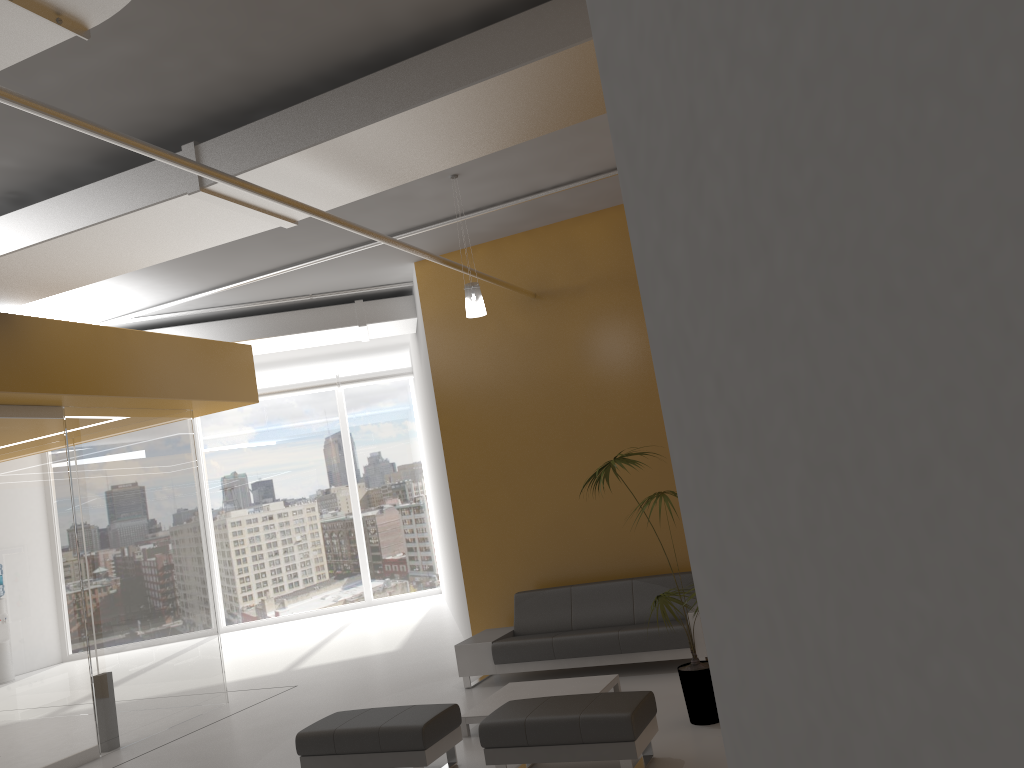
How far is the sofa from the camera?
7.80m

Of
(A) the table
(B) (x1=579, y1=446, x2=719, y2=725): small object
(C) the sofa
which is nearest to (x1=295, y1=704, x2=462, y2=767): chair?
(A) the table

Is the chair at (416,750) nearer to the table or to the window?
the table

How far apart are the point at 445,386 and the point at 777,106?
8.76m

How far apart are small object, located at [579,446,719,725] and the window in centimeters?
1133cm

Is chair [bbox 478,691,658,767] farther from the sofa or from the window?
the window

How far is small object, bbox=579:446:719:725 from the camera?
6.07m

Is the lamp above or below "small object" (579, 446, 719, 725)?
above

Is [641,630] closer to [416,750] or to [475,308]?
[416,750]

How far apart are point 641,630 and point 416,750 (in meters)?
2.72
